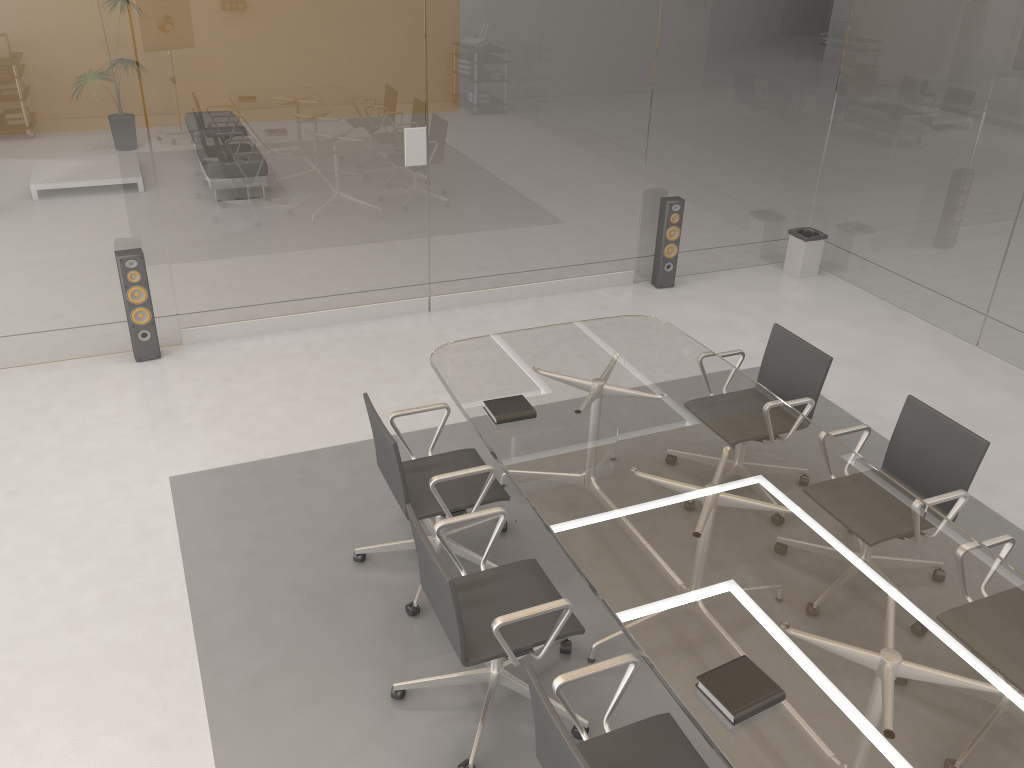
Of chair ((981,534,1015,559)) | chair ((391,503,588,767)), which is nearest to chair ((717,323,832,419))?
chair ((981,534,1015,559))

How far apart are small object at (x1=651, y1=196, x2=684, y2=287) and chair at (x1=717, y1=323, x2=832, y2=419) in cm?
244

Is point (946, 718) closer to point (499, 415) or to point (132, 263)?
point (499, 415)

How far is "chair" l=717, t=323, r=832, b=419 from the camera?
4.2 meters

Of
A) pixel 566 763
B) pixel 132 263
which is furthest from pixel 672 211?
pixel 566 763

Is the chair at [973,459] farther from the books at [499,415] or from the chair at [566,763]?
the chair at [566,763]

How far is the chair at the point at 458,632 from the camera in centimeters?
281cm

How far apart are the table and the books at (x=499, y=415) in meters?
0.0

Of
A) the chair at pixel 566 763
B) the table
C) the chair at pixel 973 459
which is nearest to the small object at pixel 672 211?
the table

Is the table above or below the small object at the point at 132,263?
above
